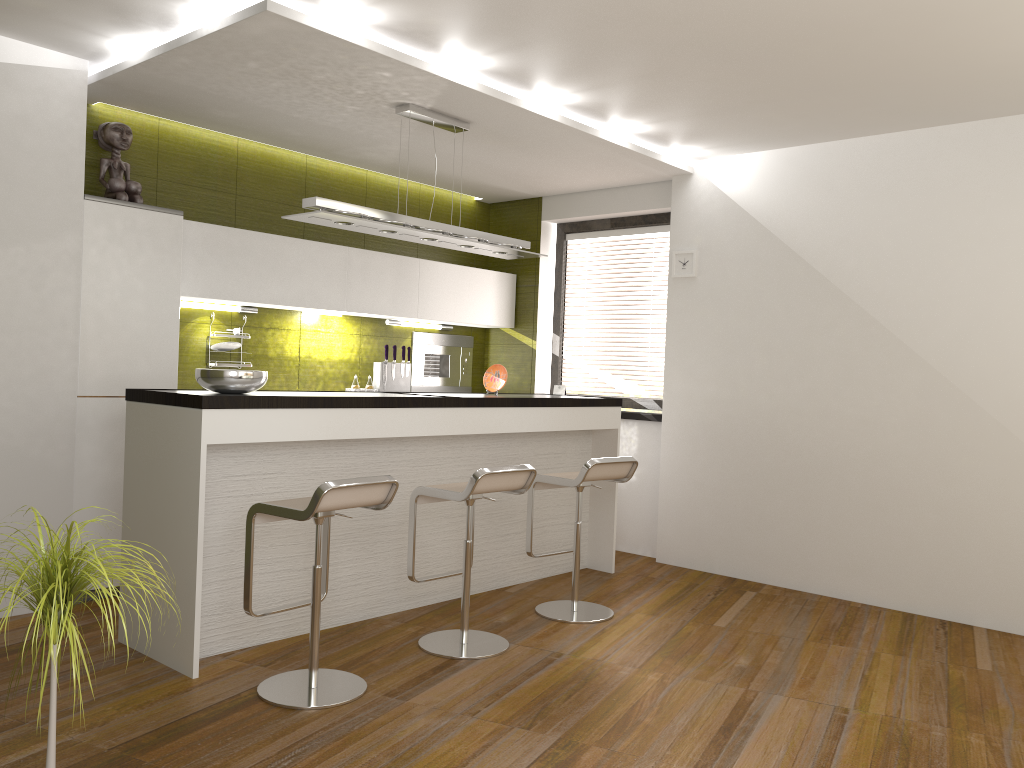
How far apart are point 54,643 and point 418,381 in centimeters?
491cm

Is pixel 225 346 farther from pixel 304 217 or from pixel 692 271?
pixel 692 271

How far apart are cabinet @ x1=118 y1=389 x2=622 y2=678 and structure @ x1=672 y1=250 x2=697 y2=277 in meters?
1.0 m

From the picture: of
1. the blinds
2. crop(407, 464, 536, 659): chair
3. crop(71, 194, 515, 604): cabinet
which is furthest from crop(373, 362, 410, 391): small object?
crop(407, 464, 536, 659): chair

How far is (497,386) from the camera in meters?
5.5 m

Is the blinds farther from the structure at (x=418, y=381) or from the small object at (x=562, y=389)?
the structure at (x=418, y=381)

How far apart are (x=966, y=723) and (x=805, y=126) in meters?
3.3 m

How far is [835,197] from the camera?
5.4m

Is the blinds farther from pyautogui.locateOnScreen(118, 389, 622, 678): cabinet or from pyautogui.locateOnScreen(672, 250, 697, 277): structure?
pyautogui.locateOnScreen(118, 389, 622, 678): cabinet

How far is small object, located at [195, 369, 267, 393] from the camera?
3.8m
